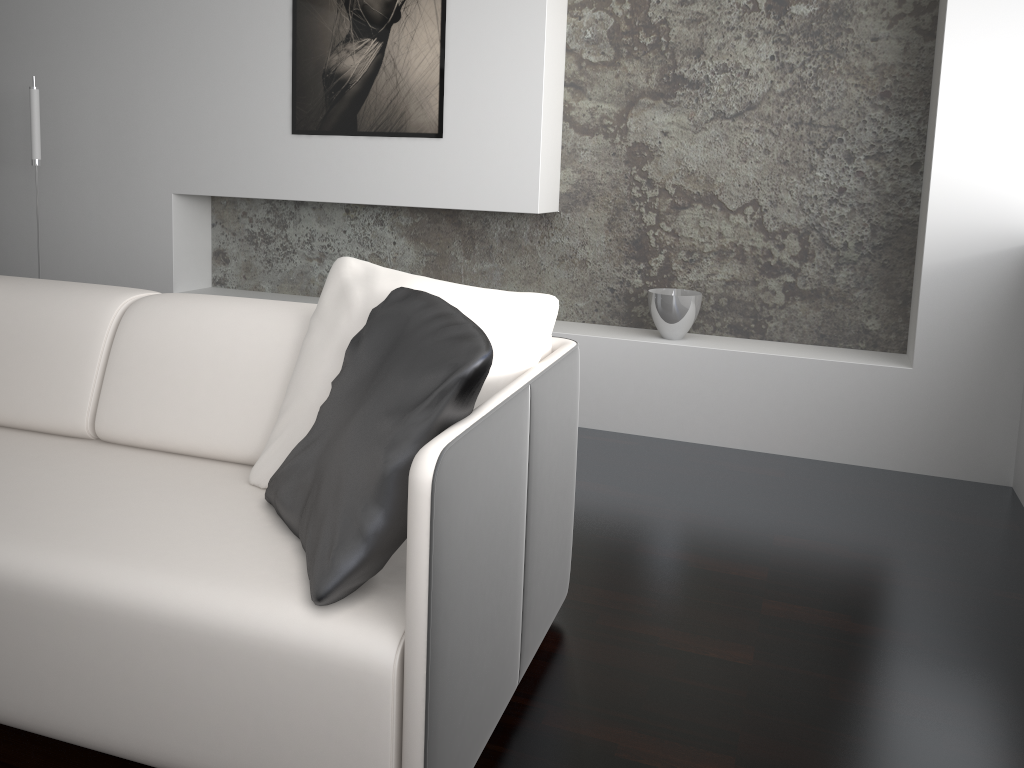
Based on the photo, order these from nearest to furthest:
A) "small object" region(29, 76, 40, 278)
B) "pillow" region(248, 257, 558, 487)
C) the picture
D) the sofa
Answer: the sofa → "pillow" region(248, 257, 558, 487) → the picture → "small object" region(29, 76, 40, 278)

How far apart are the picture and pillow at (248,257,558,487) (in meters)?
1.82

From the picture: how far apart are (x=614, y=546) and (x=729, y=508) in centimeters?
52cm

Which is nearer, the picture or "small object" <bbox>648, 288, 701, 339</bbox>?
"small object" <bbox>648, 288, 701, 339</bbox>

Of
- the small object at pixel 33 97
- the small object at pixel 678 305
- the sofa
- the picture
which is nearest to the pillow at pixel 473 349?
the sofa

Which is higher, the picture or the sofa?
the picture

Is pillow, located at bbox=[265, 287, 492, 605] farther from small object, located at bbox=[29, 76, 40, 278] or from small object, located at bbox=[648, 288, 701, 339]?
small object, located at bbox=[29, 76, 40, 278]

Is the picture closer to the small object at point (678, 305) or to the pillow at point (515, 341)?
the small object at point (678, 305)

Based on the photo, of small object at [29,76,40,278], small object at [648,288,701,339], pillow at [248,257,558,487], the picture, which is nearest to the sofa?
pillow at [248,257,558,487]

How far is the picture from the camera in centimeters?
358cm
